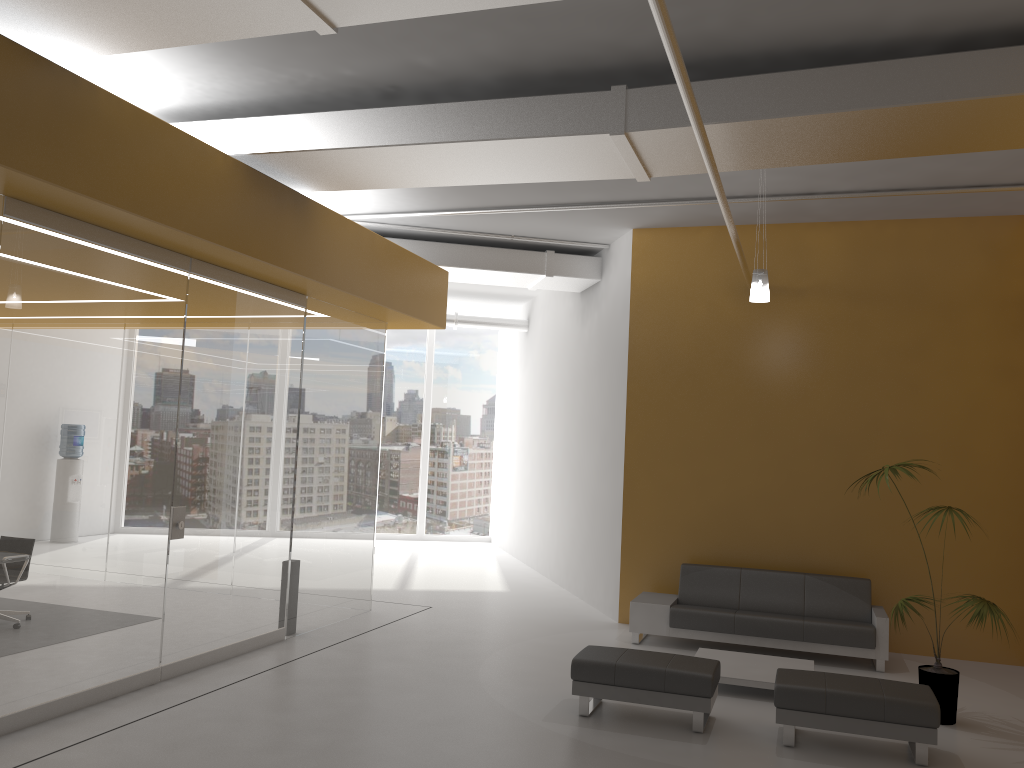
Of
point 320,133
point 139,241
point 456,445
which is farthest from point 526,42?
point 456,445

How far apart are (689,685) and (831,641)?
2.8 meters

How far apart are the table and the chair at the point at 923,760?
0.81m

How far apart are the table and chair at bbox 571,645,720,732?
0.6m

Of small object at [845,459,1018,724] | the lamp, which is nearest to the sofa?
small object at [845,459,1018,724]

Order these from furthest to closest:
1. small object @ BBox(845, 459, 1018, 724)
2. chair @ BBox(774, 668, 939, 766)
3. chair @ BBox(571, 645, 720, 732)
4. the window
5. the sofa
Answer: the window → the sofa → small object @ BBox(845, 459, 1018, 724) → chair @ BBox(571, 645, 720, 732) → chair @ BBox(774, 668, 939, 766)

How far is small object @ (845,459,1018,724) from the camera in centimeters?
644cm

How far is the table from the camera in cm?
708

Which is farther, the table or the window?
the window

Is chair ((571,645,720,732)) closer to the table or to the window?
the table
